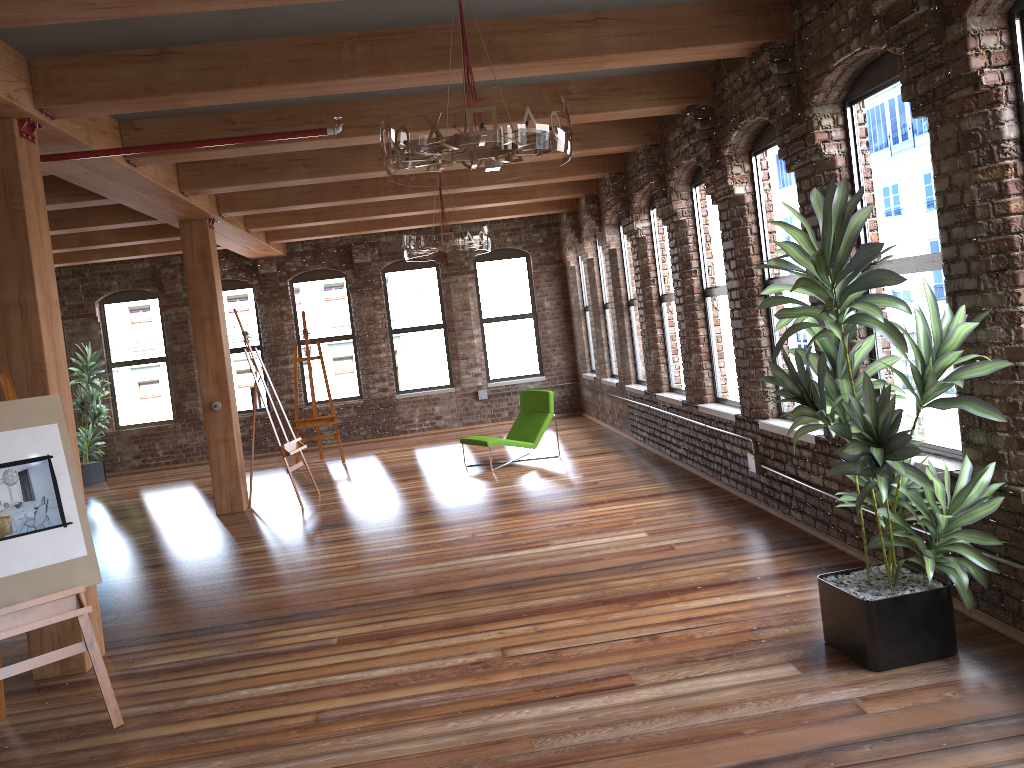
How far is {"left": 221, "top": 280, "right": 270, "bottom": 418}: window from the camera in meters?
14.1 m

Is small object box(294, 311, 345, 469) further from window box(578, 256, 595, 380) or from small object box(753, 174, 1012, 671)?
small object box(753, 174, 1012, 671)

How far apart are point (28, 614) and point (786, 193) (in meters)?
5.19

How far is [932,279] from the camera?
4.5 meters

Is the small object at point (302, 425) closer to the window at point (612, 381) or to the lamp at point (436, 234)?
the window at point (612, 381)

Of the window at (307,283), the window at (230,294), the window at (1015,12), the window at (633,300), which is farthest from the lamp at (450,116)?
the window at (230,294)

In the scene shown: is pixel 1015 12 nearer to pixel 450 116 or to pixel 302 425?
pixel 450 116

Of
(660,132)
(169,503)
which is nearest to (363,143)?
(660,132)

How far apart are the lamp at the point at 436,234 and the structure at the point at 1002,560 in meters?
2.9

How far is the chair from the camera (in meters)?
10.21
